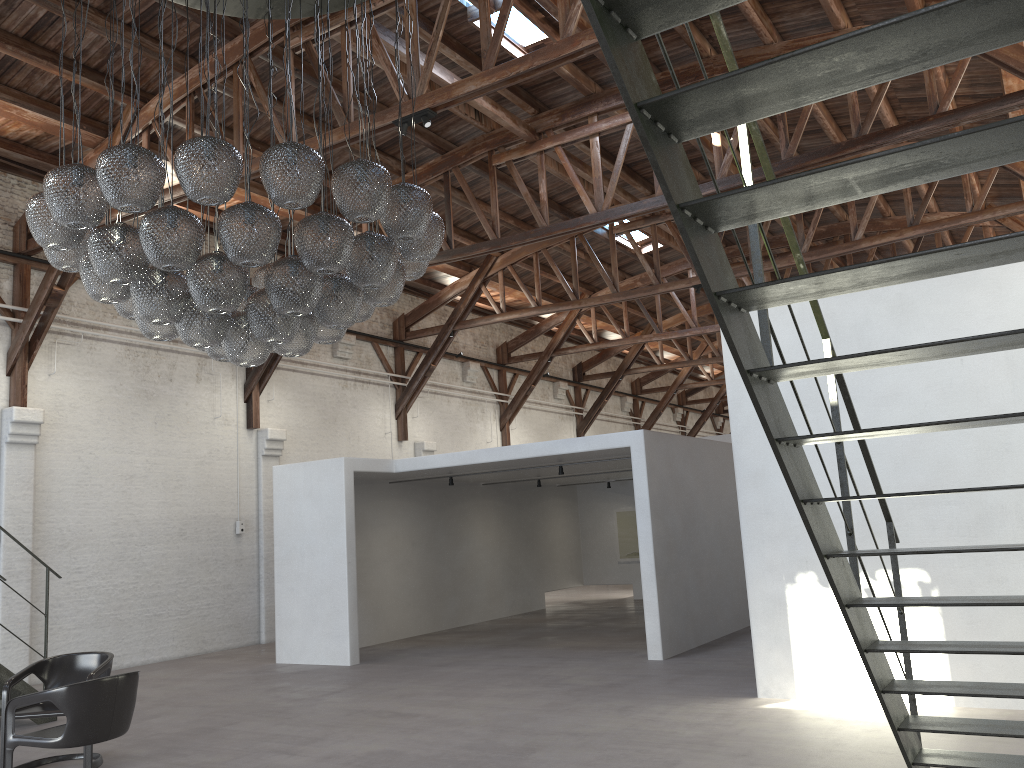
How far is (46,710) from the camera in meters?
6.2 m

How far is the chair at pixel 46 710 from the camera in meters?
6.2 m

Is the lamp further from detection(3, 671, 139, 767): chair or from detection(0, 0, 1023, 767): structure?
detection(0, 0, 1023, 767): structure

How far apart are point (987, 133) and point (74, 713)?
5.43m

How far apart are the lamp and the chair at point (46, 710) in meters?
2.4

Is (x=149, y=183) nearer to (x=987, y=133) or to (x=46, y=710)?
(x=46, y=710)

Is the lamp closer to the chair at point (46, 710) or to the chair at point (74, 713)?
the chair at point (74, 713)

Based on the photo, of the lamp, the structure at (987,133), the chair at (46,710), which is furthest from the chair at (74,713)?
the structure at (987,133)

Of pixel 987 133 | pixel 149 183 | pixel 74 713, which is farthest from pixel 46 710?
pixel 987 133

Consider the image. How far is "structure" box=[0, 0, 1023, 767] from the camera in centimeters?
198cm
